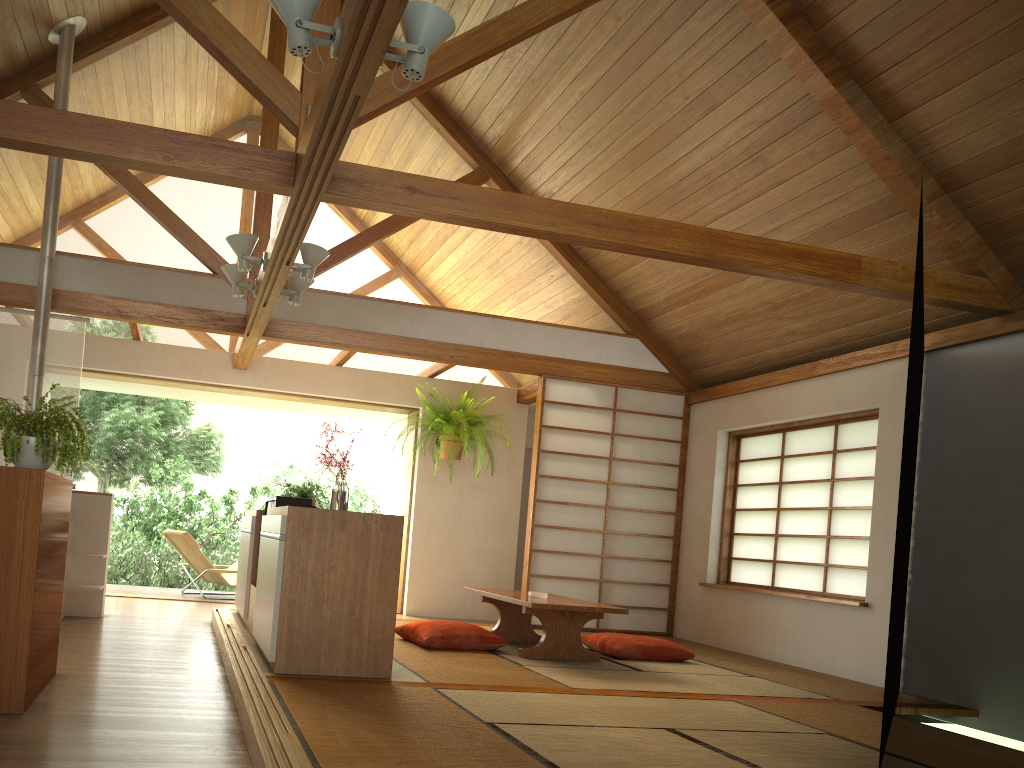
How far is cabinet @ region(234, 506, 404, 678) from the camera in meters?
3.8 m

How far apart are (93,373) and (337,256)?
2.5 meters

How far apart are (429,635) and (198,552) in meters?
3.6 m

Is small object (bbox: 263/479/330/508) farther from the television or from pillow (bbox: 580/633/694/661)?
pillow (bbox: 580/633/694/661)

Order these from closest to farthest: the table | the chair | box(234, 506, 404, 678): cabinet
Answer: box(234, 506, 404, 678): cabinet → the table → the chair

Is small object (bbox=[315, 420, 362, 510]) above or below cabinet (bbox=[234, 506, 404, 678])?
above

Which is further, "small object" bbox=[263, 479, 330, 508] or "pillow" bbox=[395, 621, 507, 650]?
"small object" bbox=[263, 479, 330, 508]

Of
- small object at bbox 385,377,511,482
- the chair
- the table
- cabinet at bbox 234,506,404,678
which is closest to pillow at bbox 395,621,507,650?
the table

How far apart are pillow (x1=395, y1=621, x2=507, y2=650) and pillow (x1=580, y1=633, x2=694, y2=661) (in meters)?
0.73

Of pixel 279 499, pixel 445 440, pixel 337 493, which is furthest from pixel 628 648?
pixel 445 440
